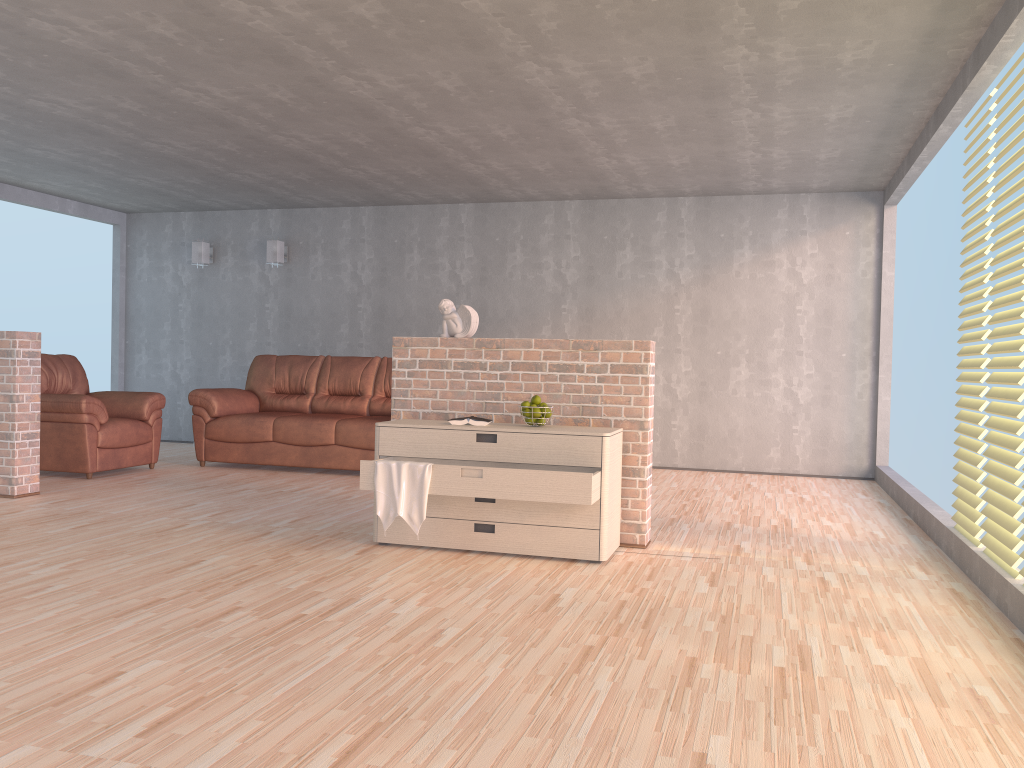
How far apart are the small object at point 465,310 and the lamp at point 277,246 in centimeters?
464cm

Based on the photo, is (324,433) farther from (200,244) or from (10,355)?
(200,244)

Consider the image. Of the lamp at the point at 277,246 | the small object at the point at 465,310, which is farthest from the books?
the lamp at the point at 277,246

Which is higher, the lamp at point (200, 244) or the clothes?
the lamp at point (200, 244)

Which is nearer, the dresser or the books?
the dresser

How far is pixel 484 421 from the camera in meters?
4.4 m

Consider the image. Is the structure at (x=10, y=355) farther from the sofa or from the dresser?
the dresser

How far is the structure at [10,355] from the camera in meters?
5.6 m

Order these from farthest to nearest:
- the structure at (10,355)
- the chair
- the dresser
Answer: the chair → the structure at (10,355) → the dresser

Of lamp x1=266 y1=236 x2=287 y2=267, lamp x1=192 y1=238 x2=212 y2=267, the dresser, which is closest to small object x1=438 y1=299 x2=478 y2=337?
the dresser
